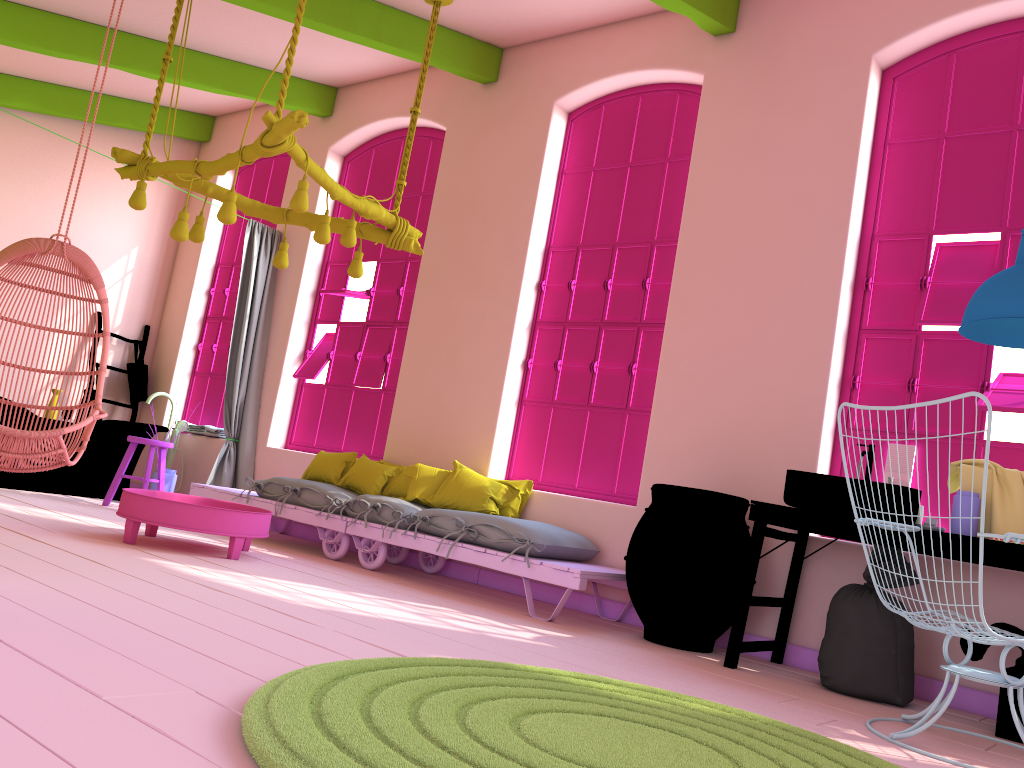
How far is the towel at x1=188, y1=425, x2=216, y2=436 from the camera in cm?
861

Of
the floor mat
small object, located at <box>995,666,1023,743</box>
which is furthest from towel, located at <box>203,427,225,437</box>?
small object, located at <box>995,666,1023,743</box>

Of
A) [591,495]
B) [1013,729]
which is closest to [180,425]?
[591,495]

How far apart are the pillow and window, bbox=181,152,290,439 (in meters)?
2.41

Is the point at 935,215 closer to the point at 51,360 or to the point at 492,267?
the point at 492,267

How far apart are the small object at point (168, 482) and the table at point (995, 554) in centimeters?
531cm

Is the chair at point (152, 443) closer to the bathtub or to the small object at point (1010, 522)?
the bathtub

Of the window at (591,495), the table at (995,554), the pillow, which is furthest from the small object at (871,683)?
the pillow

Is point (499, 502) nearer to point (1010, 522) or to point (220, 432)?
point (1010, 522)

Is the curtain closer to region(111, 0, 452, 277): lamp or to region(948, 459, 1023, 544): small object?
region(111, 0, 452, 277): lamp
